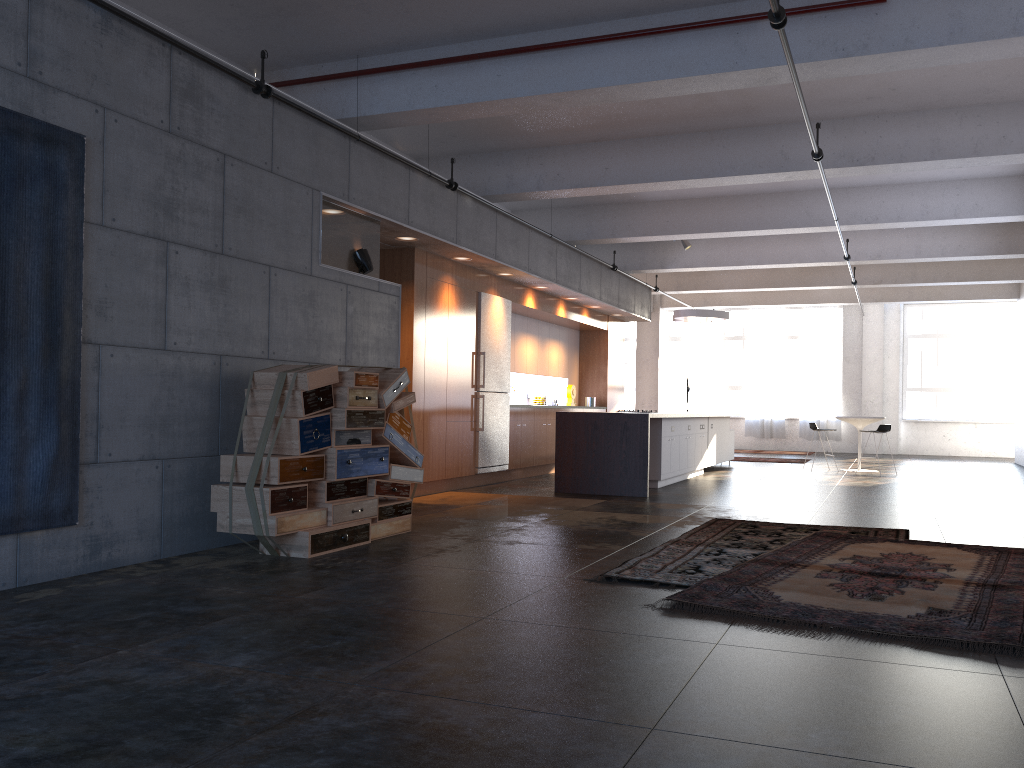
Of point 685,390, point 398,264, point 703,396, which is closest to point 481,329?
point 398,264

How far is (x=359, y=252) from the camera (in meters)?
7.88

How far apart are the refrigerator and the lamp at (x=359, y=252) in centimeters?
329cm

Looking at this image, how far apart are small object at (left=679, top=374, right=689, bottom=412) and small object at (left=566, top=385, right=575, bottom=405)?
6.75m

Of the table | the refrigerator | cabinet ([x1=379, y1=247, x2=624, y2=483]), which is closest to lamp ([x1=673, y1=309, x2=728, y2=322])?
cabinet ([x1=379, y1=247, x2=624, y2=483])

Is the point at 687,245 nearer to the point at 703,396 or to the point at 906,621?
the point at 703,396

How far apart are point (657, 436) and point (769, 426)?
12.4m

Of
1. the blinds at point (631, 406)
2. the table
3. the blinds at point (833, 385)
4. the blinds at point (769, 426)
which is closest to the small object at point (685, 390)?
the blinds at point (769, 426)

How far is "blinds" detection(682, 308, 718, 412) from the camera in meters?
23.4

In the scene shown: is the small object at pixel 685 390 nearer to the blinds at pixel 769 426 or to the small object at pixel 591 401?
the blinds at pixel 769 426
